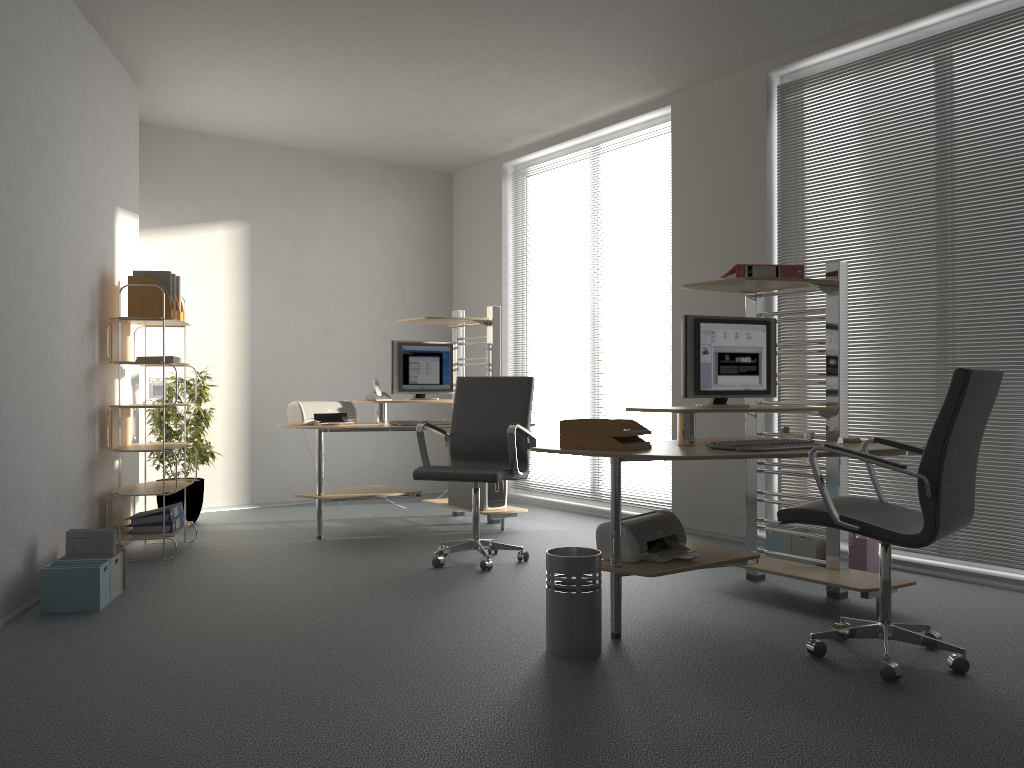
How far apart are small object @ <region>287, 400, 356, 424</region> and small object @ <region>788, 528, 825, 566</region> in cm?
291

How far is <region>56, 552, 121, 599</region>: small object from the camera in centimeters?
416cm

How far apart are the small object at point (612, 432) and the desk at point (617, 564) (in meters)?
0.09

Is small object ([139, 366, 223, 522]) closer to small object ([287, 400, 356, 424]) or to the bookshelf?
the bookshelf

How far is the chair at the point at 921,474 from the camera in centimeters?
288cm

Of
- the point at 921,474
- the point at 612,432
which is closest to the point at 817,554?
the point at 612,432

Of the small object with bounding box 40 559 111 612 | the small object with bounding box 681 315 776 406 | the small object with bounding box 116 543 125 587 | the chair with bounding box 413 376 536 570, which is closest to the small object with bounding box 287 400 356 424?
the chair with bounding box 413 376 536 570

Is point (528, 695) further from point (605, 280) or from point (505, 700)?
point (605, 280)

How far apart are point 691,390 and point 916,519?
1.1m

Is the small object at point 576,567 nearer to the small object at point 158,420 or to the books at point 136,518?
the books at point 136,518
